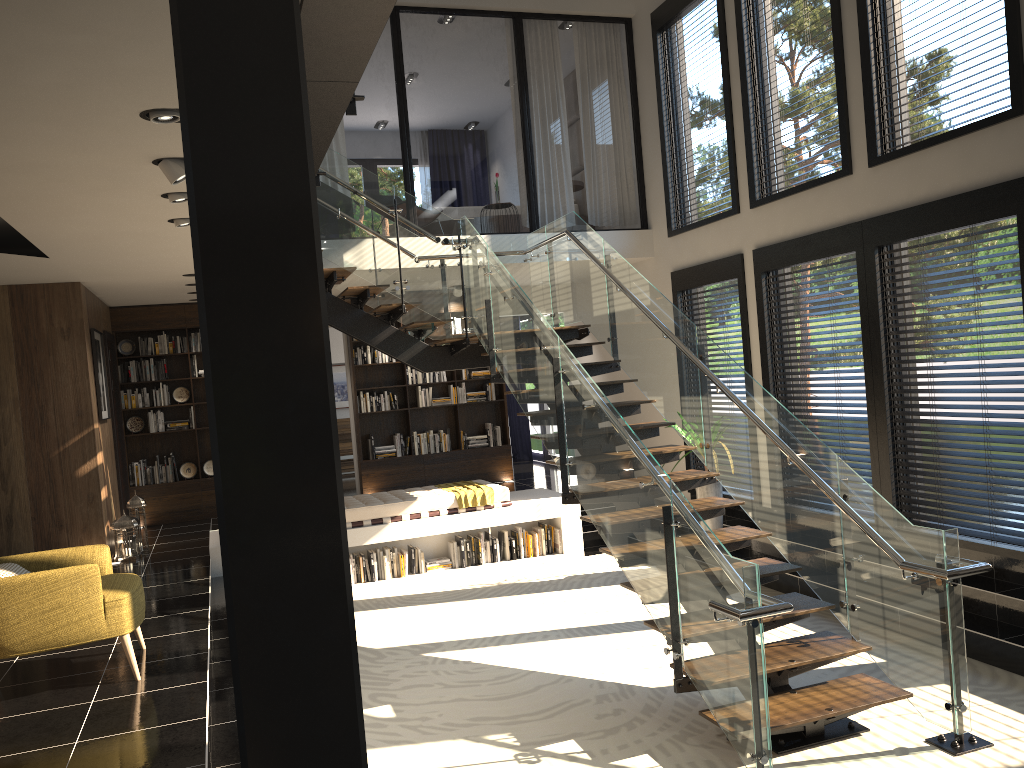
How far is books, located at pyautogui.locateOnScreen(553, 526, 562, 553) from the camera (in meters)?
9.47

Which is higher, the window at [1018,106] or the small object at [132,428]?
the window at [1018,106]

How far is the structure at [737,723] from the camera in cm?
430

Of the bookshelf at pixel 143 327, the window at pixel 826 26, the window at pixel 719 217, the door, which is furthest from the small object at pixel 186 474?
the window at pixel 826 26

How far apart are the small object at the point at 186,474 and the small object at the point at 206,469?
0.2m

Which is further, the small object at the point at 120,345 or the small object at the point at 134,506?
the small object at the point at 120,345

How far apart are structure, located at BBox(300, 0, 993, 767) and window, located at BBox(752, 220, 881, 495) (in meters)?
1.56

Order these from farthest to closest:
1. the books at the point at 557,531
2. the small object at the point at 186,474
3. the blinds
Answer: the blinds < the small object at the point at 186,474 < the books at the point at 557,531

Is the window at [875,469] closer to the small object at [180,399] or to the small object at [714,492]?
the small object at [714,492]

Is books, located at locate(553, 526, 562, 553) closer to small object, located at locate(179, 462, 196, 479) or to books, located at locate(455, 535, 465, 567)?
books, located at locate(455, 535, 465, 567)
